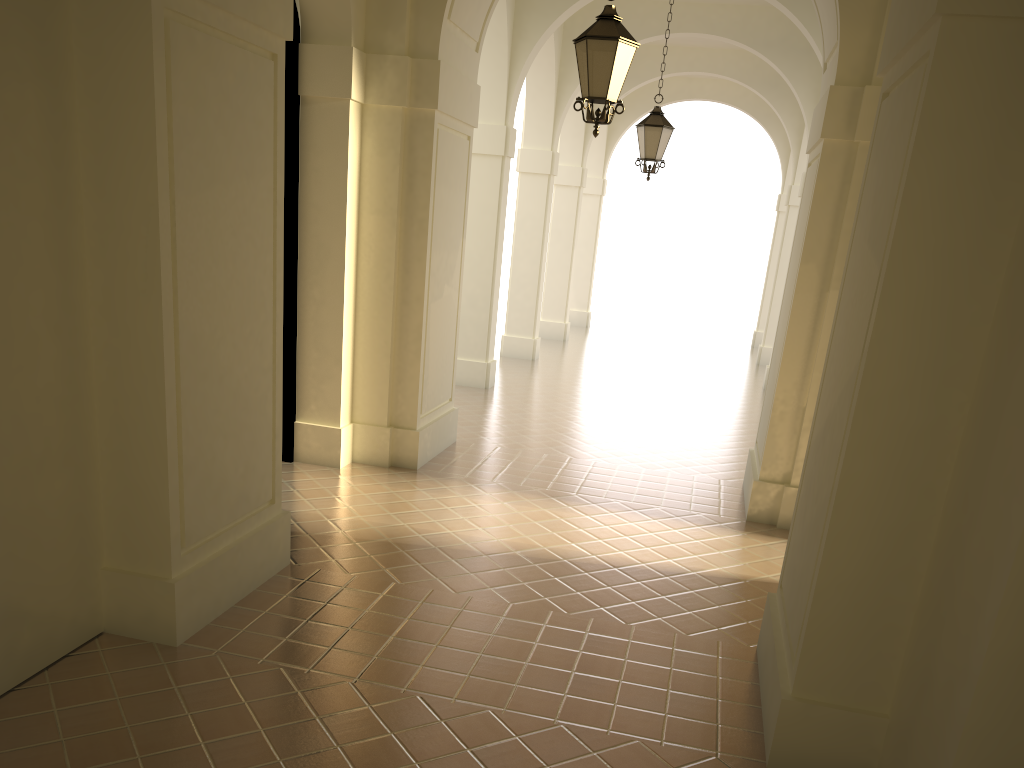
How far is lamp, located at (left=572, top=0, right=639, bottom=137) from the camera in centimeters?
674cm

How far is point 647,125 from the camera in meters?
11.6

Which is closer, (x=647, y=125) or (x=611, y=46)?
(x=611, y=46)

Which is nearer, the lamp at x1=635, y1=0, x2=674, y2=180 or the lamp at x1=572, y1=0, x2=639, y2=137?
the lamp at x1=572, y1=0, x2=639, y2=137

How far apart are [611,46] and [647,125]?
5.04m

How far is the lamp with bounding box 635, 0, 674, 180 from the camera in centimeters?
1160cm

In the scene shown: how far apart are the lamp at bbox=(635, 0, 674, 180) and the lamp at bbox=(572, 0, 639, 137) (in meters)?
4.77
